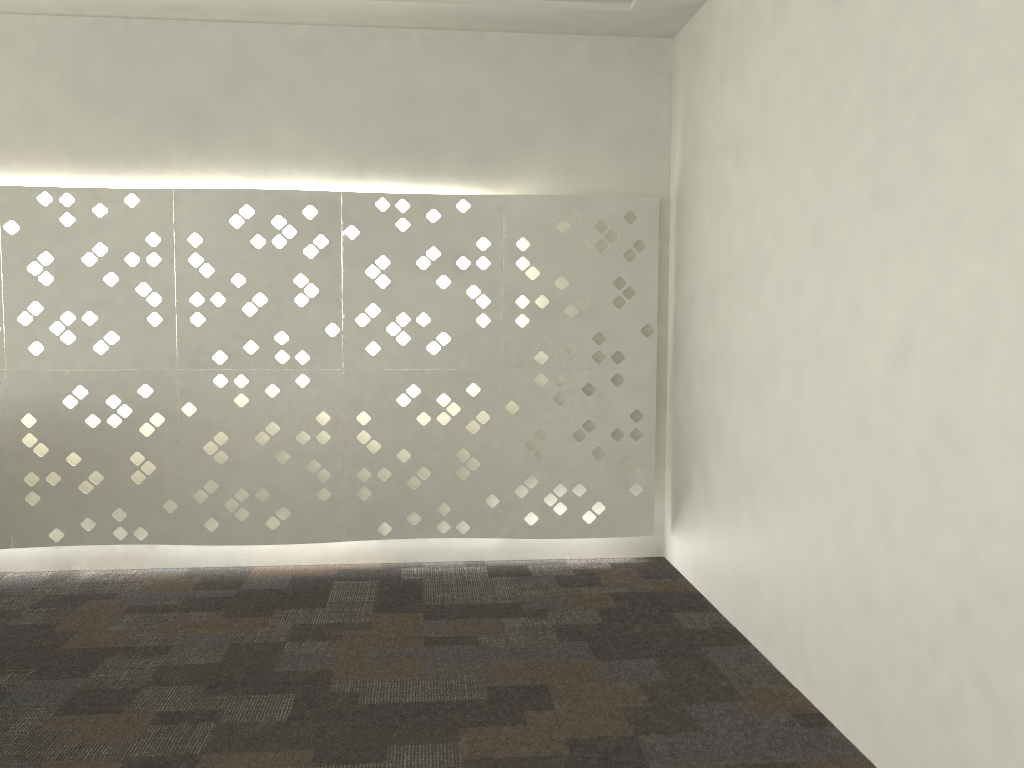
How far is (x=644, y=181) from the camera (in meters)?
3.43

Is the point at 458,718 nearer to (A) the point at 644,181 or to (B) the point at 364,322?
(B) the point at 364,322

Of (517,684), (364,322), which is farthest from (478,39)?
(517,684)
